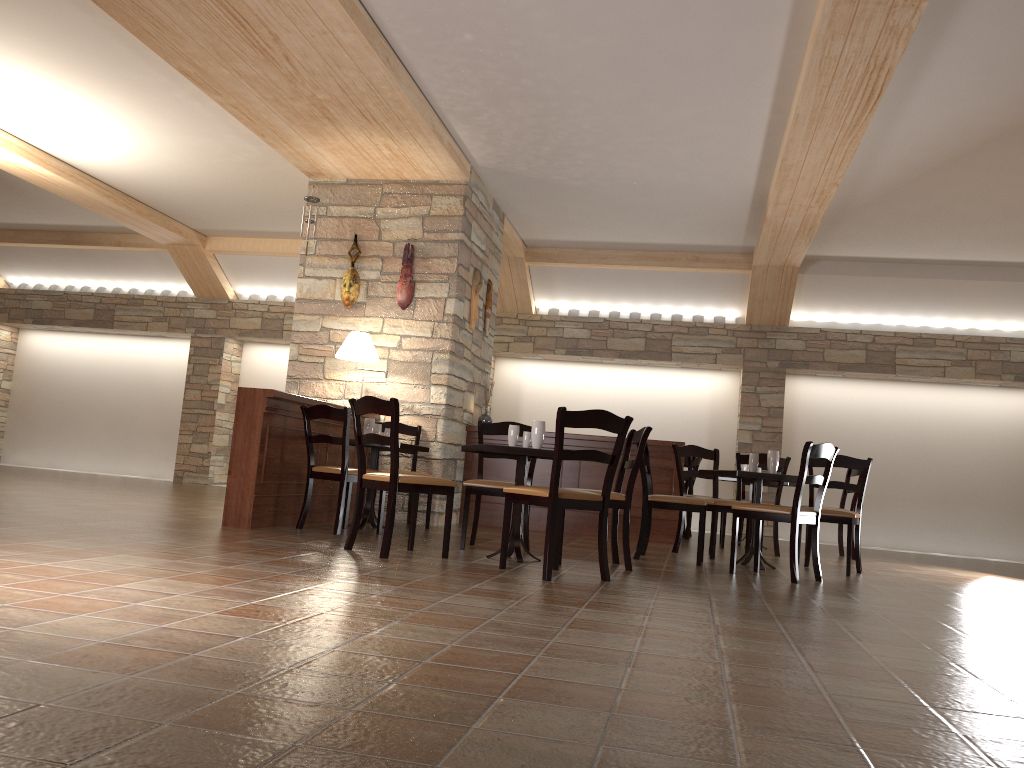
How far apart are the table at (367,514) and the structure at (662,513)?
1.8m

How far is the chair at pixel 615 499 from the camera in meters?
5.2 m

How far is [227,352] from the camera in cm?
1214

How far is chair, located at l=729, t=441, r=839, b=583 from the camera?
5.3 meters

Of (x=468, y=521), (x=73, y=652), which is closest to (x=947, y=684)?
(x=73, y=652)

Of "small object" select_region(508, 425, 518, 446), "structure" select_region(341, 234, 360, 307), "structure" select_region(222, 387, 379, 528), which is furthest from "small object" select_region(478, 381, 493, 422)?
"small object" select_region(508, 425, 518, 446)

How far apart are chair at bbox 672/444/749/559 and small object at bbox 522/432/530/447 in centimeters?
193cm

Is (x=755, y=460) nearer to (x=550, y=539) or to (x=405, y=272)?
(x=550, y=539)

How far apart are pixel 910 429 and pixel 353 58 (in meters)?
8.12

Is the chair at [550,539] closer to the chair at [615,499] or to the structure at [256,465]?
the chair at [615,499]
